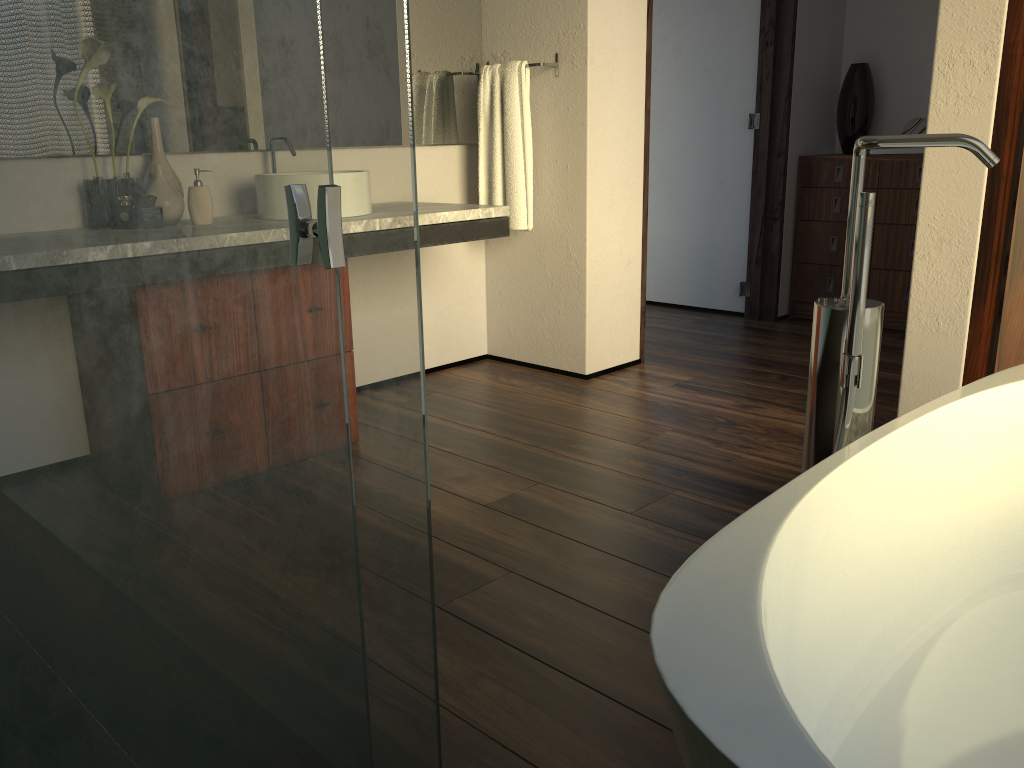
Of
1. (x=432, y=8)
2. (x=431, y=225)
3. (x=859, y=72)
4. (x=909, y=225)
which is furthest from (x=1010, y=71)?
(x=859, y=72)

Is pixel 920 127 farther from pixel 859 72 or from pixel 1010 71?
pixel 1010 71

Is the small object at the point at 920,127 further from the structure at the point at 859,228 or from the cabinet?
the structure at the point at 859,228

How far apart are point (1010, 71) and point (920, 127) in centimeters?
197cm

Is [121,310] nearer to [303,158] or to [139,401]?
[139,401]

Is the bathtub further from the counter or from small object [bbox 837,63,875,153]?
small object [bbox 837,63,875,153]

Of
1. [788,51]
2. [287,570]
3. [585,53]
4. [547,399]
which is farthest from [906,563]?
[788,51]

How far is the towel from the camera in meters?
3.3

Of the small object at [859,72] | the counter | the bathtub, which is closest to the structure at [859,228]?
the bathtub

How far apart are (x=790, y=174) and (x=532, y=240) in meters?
1.6
